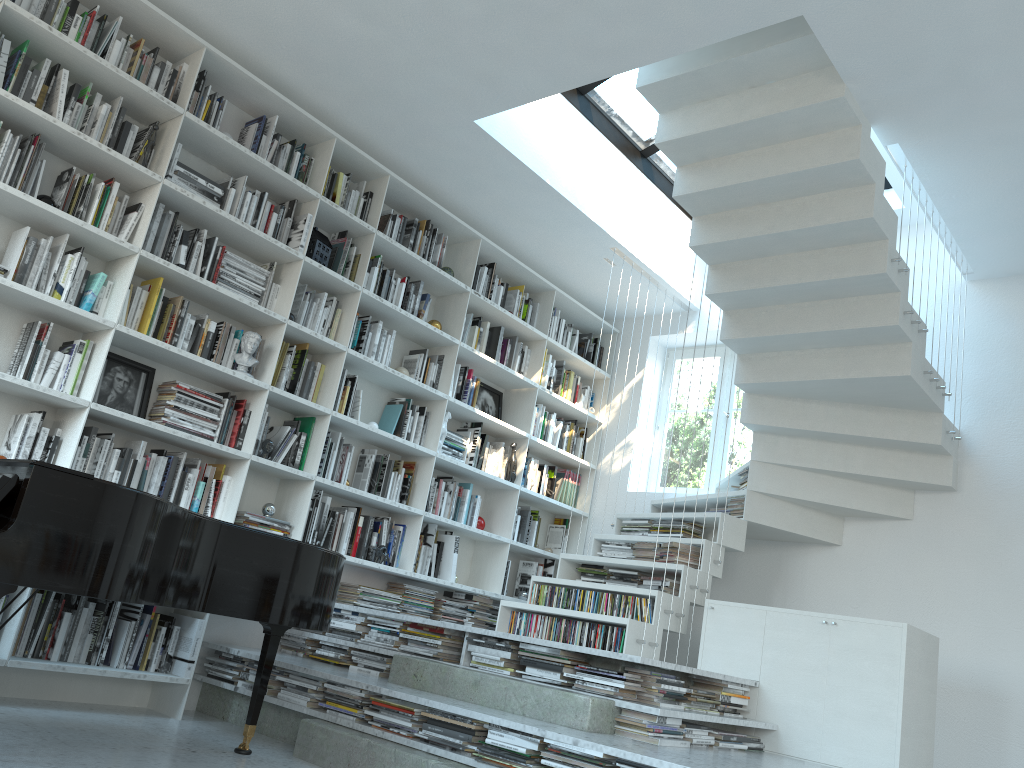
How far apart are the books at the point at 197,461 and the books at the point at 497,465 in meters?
2.2

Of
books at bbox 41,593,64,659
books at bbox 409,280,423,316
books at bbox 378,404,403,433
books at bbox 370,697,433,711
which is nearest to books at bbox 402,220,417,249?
books at bbox 409,280,423,316

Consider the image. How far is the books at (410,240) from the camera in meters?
5.5

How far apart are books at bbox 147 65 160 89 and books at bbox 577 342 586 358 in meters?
3.7

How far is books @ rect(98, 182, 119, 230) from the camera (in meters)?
4.03

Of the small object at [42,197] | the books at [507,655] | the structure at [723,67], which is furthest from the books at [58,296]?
the structure at [723,67]

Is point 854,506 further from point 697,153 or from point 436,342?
point 436,342

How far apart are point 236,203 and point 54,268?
1.0 meters

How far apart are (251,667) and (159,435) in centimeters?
119cm

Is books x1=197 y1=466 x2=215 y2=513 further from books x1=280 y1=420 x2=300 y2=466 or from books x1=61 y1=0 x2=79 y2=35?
books x1=61 y1=0 x2=79 y2=35
